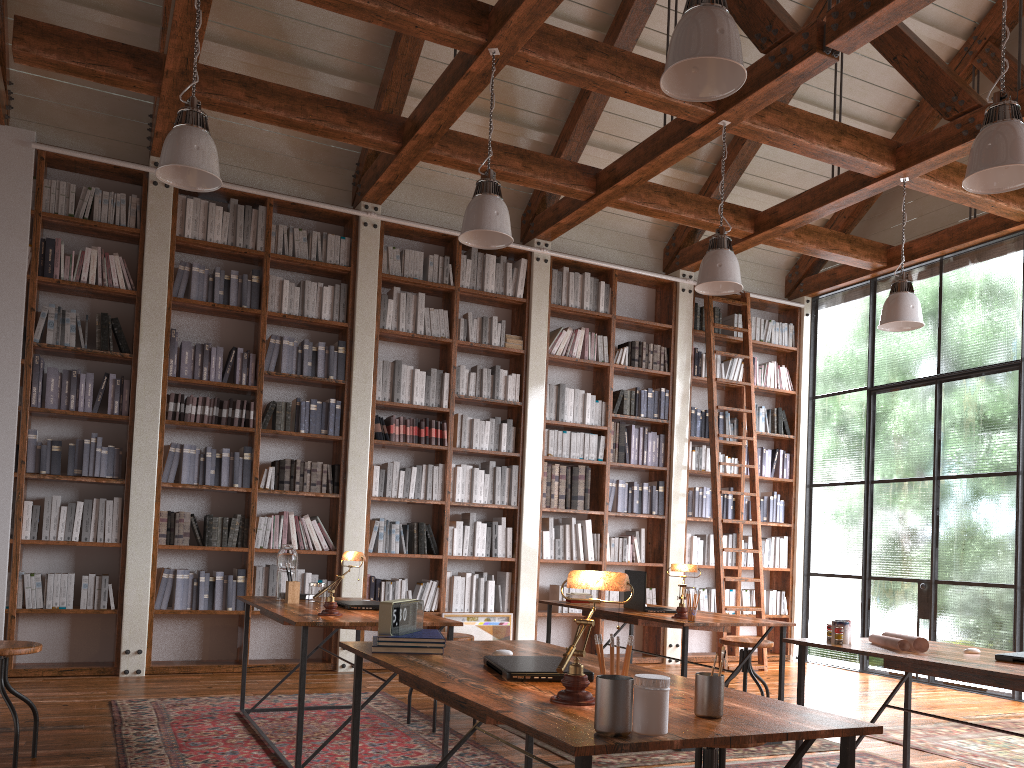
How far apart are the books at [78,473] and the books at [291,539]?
1.5 meters

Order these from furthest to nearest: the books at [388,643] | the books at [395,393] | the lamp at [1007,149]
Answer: the books at [395,393] < the lamp at [1007,149] < the books at [388,643]

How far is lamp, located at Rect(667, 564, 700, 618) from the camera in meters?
4.5

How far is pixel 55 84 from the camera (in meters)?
6.23

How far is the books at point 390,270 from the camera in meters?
7.1 m

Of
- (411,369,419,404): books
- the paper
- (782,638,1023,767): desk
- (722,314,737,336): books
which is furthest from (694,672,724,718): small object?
(722,314,737,336): books

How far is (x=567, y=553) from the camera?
7.4 meters

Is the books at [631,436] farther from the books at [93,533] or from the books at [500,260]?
the books at [93,533]

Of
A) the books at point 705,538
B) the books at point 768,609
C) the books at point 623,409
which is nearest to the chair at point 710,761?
the books at point 623,409

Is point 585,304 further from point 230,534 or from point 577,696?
point 577,696
